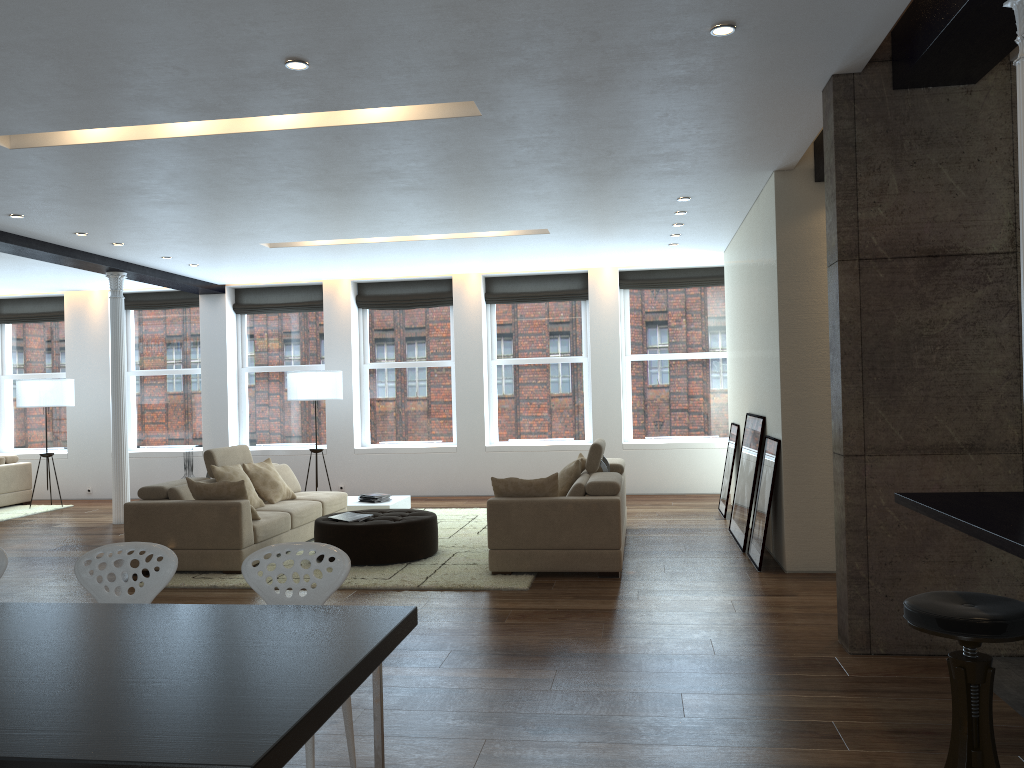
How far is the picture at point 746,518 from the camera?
7.5 meters

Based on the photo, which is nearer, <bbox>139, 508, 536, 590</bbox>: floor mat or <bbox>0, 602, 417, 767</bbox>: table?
<bbox>0, 602, 417, 767</bbox>: table

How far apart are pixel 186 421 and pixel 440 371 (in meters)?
3.87

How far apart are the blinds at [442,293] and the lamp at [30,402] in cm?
400

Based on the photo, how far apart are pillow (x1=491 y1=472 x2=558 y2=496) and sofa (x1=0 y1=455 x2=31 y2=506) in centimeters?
838cm

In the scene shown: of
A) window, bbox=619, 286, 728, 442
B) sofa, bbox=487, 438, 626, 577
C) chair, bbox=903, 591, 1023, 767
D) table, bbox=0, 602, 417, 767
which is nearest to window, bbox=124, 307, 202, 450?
window, bbox=619, 286, 728, 442

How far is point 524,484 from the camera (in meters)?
6.72

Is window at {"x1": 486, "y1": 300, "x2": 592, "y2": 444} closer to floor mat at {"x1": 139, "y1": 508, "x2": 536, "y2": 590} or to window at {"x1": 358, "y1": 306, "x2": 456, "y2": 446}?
window at {"x1": 358, "y1": 306, "x2": 456, "y2": 446}

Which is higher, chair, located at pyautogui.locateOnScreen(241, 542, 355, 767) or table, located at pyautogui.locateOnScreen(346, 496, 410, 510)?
chair, located at pyautogui.locateOnScreen(241, 542, 355, 767)

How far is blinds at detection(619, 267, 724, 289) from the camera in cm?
1181
